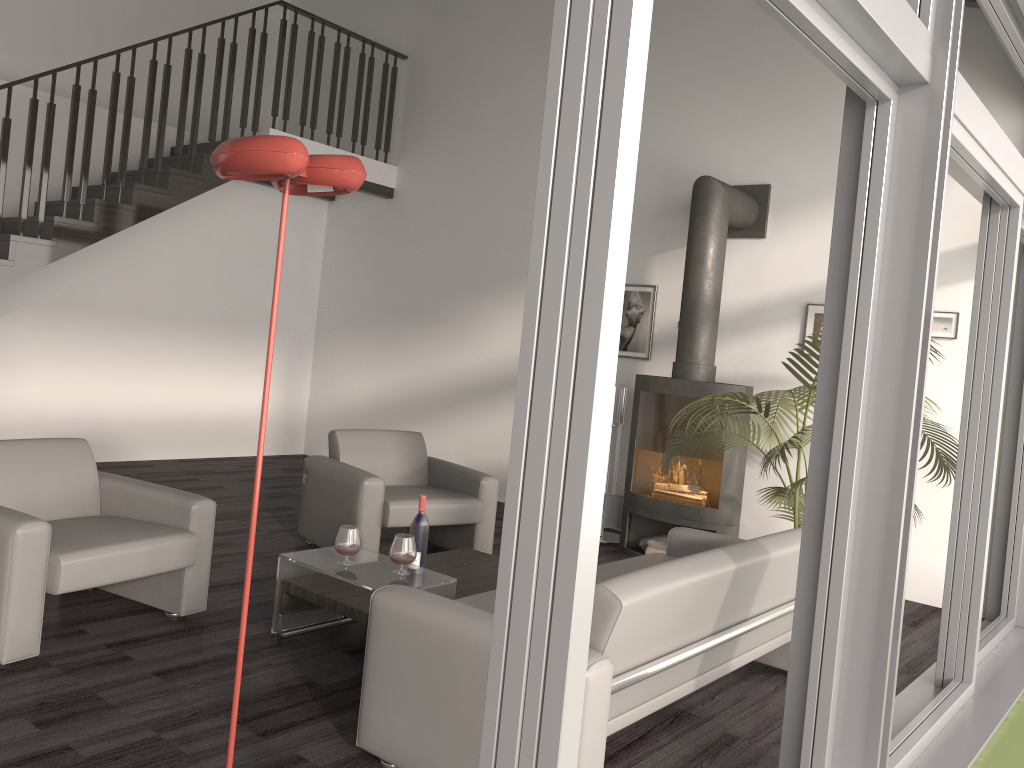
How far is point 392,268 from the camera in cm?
865

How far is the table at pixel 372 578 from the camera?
3.6m

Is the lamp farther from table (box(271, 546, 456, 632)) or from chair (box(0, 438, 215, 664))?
chair (box(0, 438, 215, 664))

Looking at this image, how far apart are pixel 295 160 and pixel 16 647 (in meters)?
2.25

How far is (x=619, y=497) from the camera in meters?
6.6

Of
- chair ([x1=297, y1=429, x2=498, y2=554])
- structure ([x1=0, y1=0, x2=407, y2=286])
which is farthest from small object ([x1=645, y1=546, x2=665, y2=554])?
structure ([x1=0, y1=0, x2=407, y2=286])

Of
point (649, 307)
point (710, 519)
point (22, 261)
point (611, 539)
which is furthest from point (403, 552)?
point (22, 261)

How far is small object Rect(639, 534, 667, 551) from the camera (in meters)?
6.12

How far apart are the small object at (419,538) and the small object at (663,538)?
2.5 meters

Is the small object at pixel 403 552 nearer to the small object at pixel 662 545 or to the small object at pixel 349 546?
the small object at pixel 349 546
